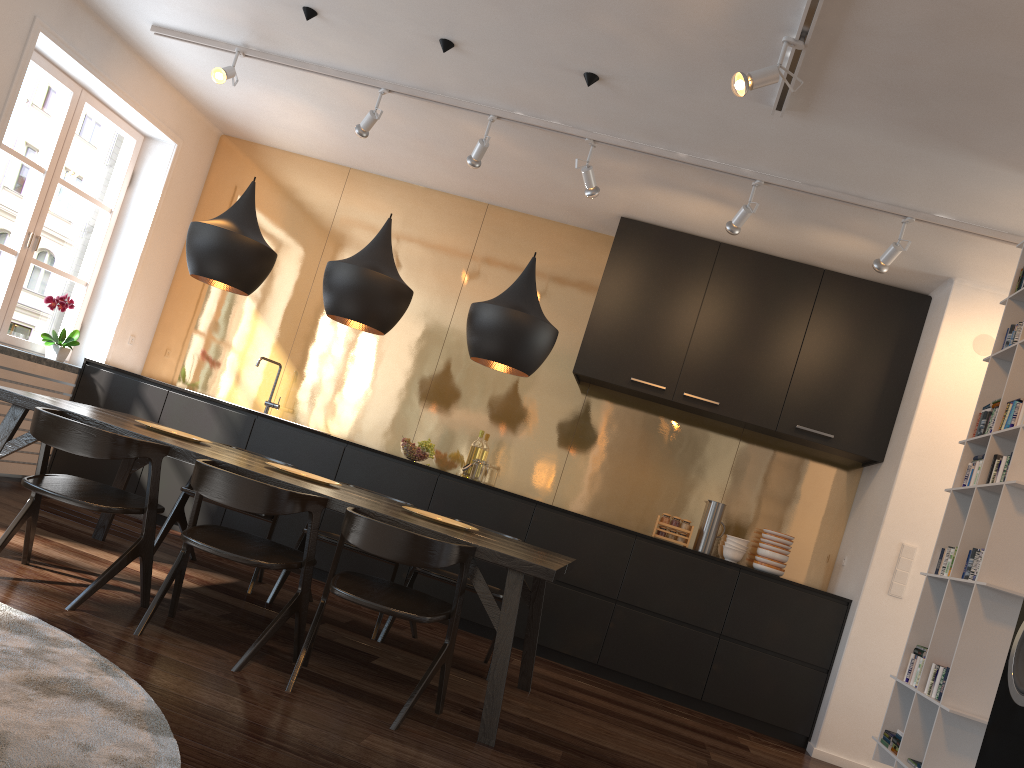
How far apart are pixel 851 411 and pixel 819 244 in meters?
1.0

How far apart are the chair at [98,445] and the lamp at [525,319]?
1.3 meters

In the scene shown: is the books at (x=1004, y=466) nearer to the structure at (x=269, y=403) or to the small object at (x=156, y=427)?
the small object at (x=156, y=427)

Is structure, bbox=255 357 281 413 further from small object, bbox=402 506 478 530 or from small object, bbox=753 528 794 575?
small object, bbox=753 528 794 575

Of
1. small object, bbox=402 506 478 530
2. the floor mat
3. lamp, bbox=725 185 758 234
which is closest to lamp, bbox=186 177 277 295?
small object, bbox=402 506 478 530

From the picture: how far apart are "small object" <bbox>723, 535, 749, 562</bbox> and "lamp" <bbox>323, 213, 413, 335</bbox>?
2.7m

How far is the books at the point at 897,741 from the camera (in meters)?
2.97

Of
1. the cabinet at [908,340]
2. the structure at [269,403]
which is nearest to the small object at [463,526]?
the cabinet at [908,340]

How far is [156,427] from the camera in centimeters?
418cm

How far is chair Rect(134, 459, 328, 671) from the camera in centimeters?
313cm
